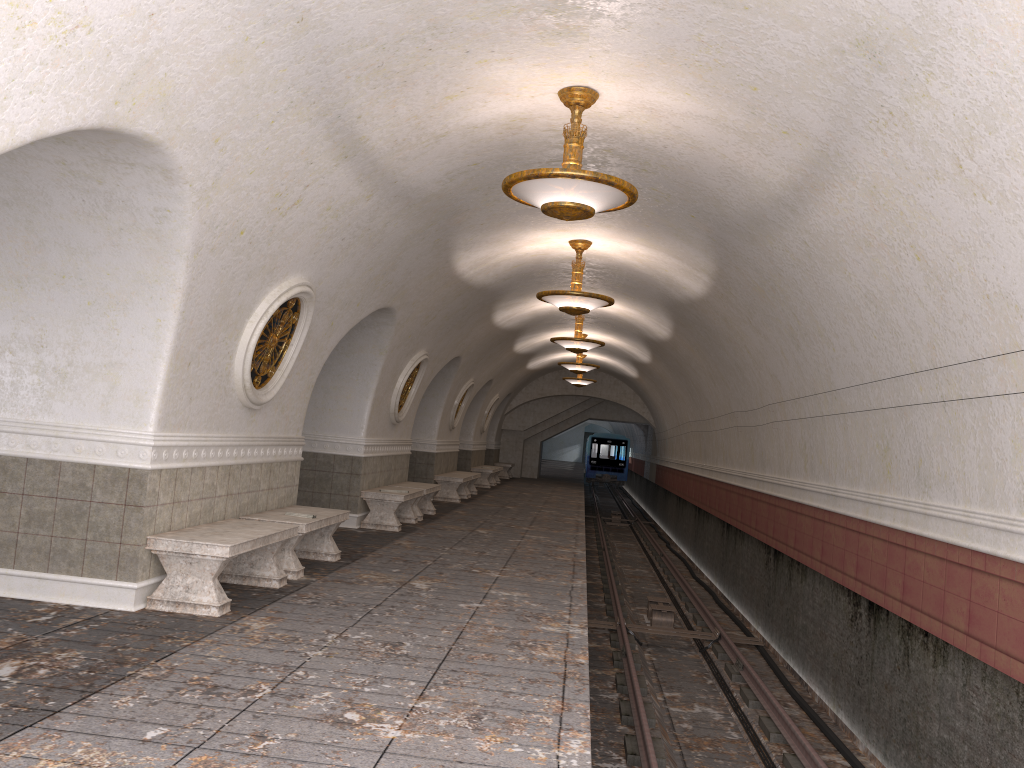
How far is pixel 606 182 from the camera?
6.1 meters

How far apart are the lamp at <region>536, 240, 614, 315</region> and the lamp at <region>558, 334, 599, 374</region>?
9.17m

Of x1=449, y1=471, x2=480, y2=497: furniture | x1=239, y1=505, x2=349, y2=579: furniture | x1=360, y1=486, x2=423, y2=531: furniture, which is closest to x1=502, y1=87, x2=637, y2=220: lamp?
→ x1=239, y1=505, x2=349, y2=579: furniture

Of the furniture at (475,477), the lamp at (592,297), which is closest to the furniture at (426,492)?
the lamp at (592,297)

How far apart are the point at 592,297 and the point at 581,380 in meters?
14.5 m

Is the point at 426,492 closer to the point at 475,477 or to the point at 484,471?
the point at 475,477

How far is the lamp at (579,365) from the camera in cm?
2058

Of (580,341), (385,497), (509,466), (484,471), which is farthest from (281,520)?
(509,466)

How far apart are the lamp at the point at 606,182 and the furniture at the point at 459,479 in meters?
11.8 m

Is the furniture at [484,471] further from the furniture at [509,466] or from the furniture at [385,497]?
the furniture at [385,497]
